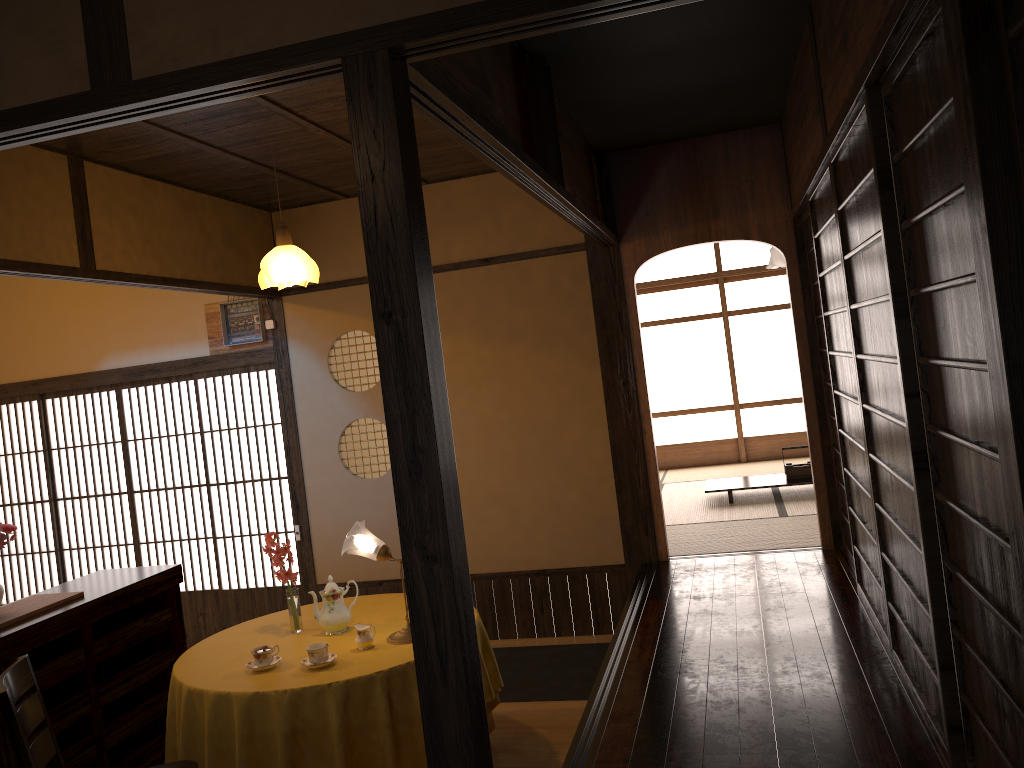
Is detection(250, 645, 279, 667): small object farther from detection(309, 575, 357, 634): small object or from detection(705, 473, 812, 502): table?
detection(705, 473, 812, 502): table

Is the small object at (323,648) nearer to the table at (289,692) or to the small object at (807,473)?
the table at (289,692)

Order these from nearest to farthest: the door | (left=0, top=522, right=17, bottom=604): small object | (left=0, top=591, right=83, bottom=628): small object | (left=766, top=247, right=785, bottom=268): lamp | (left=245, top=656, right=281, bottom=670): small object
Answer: (left=245, top=656, right=281, bottom=670): small object → (left=0, top=591, right=83, bottom=628): small object → (left=0, top=522, right=17, bottom=604): small object → the door → (left=766, top=247, right=785, bottom=268): lamp

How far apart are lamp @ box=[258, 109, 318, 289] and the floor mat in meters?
2.5

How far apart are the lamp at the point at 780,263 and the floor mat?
5.95m

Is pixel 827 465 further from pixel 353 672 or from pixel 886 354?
pixel 353 672

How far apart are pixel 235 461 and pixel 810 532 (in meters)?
5.07

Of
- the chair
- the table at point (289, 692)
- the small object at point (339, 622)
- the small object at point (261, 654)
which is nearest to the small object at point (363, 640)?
the table at point (289, 692)

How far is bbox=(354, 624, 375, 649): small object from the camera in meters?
3.6

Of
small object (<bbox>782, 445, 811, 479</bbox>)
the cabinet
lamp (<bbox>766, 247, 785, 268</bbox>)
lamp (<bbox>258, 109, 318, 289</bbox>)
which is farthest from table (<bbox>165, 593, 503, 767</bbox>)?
lamp (<bbox>766, 247, 785, 268</bbox>)
